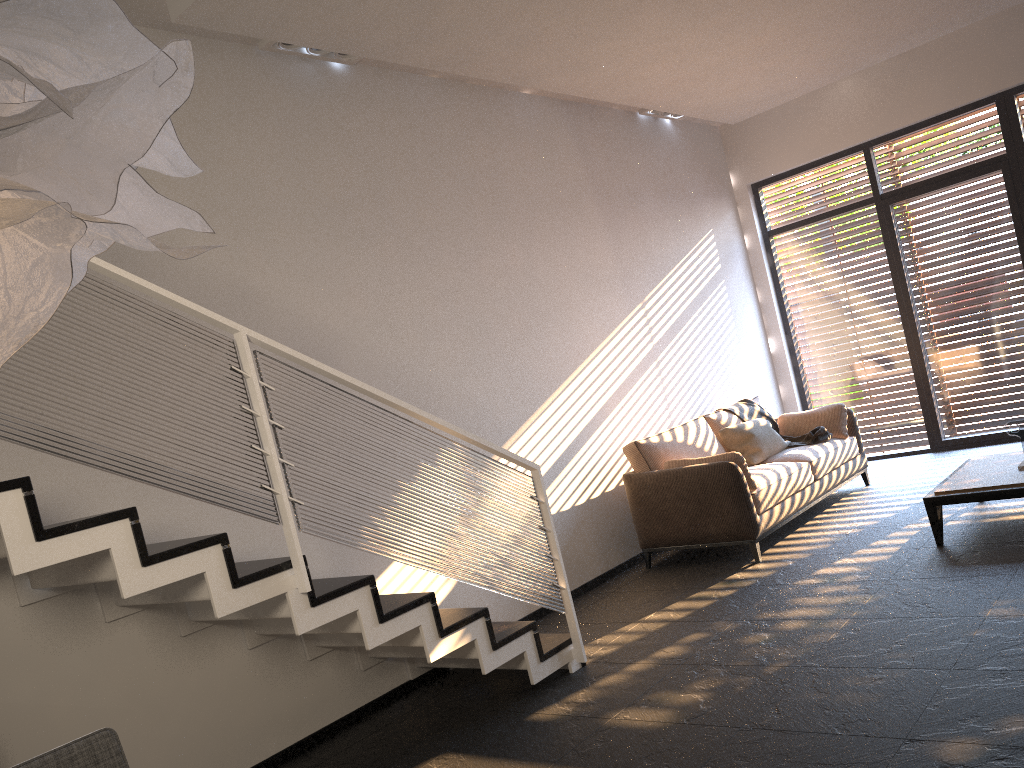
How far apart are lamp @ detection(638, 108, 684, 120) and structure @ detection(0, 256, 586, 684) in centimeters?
445cm

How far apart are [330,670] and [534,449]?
2.1 meters

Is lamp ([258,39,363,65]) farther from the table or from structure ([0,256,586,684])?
the table

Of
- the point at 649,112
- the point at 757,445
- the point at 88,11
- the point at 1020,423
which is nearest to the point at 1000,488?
the point at 1020,423

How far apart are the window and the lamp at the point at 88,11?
7.97m

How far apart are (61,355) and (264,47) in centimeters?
262cm

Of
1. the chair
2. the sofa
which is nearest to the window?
the sofa

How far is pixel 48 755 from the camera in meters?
1.8

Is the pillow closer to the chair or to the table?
the table

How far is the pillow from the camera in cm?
679
